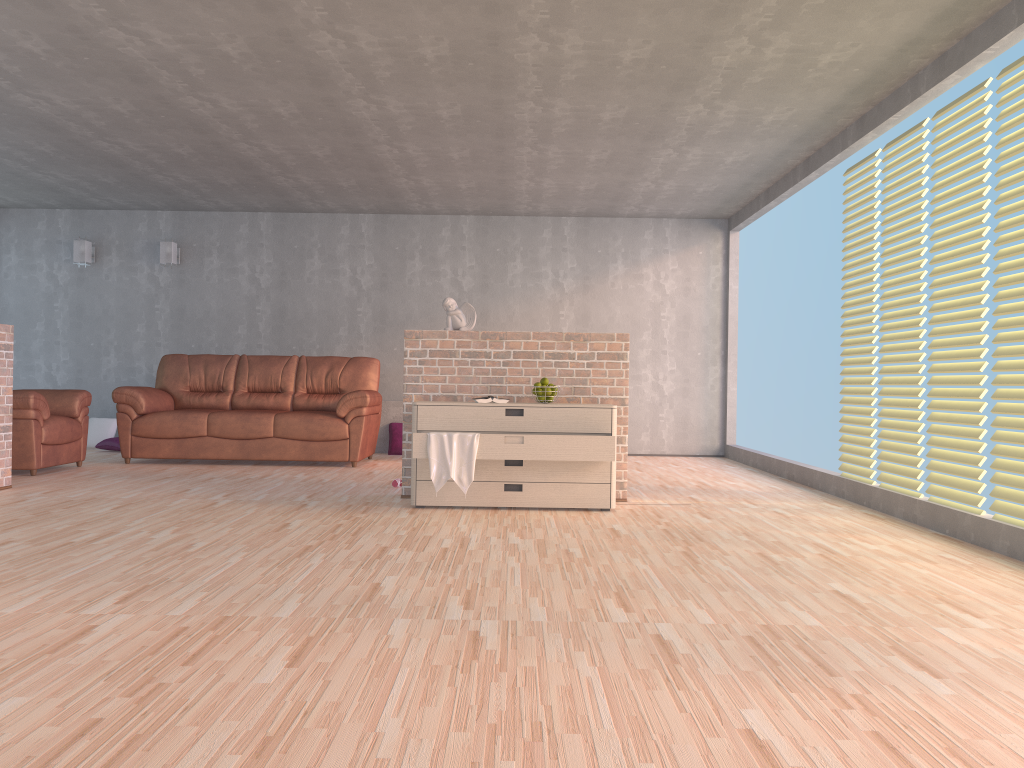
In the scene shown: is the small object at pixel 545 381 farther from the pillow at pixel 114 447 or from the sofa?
the pillow at pixel 114 447

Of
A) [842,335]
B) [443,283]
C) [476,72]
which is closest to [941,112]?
[842,335]

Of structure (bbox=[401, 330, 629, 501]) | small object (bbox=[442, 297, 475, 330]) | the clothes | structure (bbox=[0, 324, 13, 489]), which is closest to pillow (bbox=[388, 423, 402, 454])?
structure (bbox=[401, 330, 629, 501])

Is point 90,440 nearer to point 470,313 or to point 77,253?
point 77,253

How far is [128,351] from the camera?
9.2m

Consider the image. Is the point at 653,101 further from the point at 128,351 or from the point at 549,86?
the point at 128,351

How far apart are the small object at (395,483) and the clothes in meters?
1.3 m

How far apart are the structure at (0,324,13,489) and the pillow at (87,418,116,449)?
3.3m

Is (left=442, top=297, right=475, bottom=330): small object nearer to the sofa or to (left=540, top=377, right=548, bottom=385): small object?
(left=540, top=377, right=548, bottom=385): small object

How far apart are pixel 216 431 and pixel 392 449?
1.9 meters
